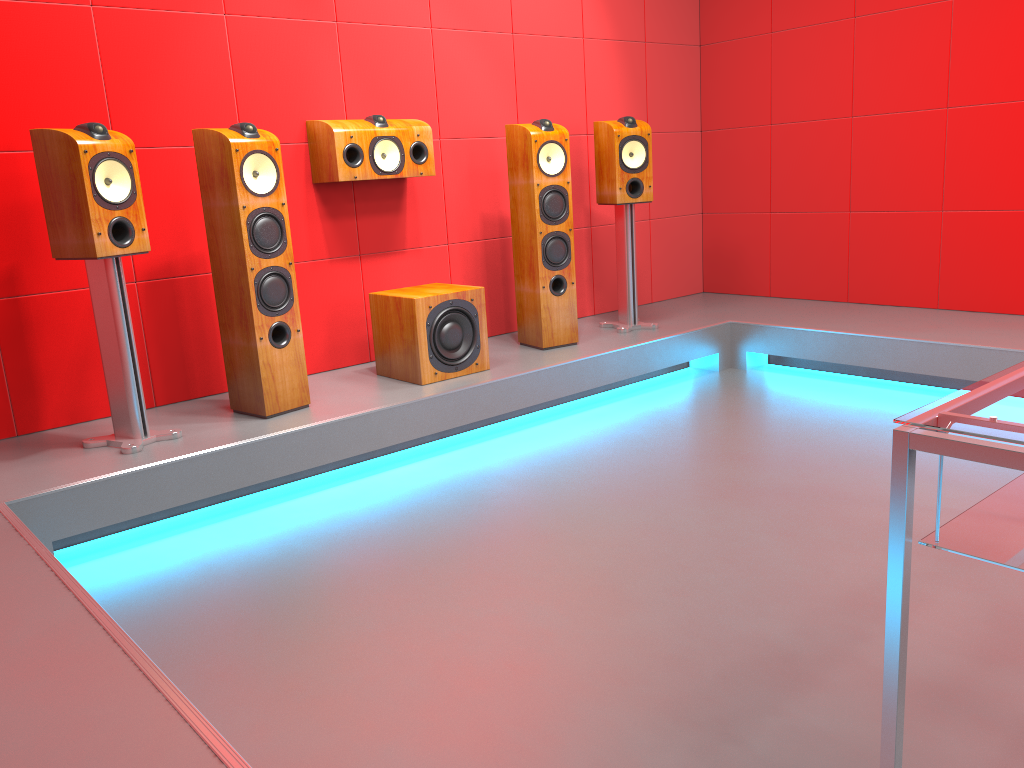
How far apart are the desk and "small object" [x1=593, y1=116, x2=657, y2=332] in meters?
3.0 m

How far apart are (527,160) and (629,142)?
0.6 meters

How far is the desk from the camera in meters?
1.2 m

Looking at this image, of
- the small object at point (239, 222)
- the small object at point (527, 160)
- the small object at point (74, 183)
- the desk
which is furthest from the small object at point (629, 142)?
the desk

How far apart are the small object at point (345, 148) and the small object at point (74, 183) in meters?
1.0 m

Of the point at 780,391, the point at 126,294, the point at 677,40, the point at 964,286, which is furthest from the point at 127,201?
the point at 964,286

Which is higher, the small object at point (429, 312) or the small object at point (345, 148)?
the small object at point (345, 148)

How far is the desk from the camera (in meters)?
1.22

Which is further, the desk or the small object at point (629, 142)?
the small object at point (629, 142)

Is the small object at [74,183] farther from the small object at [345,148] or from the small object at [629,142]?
the small object at [629,142]
